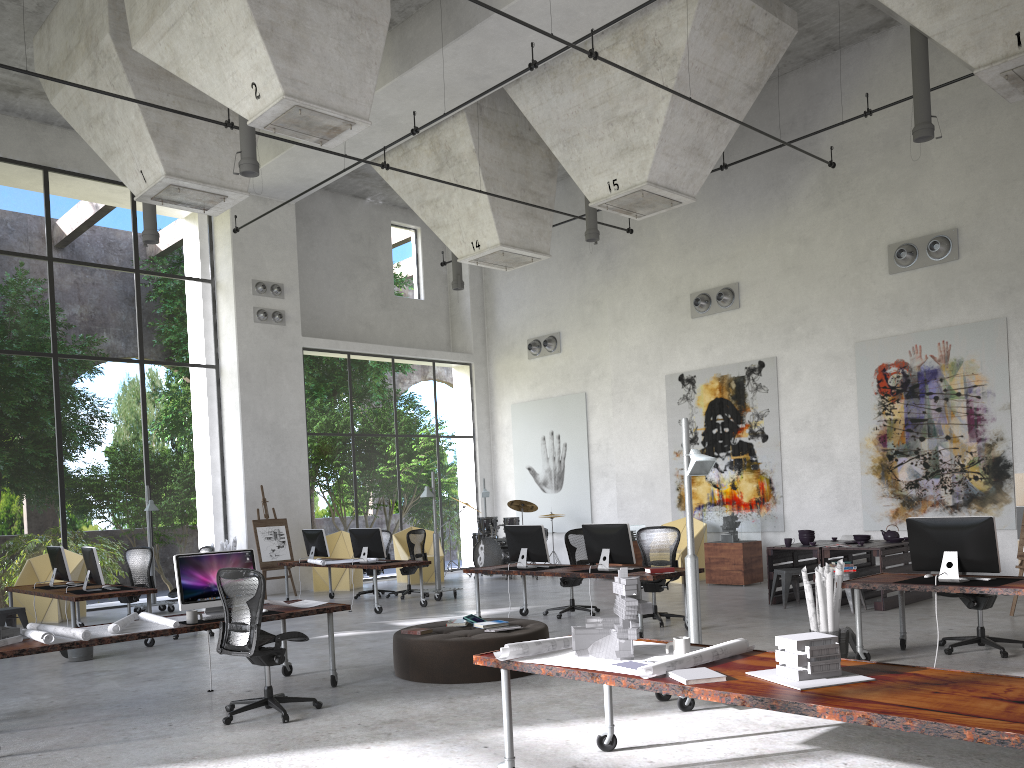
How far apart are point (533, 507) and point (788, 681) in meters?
13.9 m

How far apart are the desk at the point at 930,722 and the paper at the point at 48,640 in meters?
3.1 m

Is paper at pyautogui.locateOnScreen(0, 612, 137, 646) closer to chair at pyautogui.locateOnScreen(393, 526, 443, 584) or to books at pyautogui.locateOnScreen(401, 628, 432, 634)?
books at pyautogui.locateOnScreen(401, 628, 432, 634)

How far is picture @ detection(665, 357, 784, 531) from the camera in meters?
15.2

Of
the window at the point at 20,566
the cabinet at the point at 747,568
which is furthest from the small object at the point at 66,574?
the cabinet at the point at 747,568

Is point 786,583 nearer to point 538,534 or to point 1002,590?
point 538,534

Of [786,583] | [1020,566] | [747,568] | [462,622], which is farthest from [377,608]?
[1020,566]

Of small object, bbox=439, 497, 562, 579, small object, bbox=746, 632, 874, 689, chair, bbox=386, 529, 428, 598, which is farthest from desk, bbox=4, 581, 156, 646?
small object, bbox=746, 632, 874, 689

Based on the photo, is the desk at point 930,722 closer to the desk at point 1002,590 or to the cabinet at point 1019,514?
the desk at point 1002,590

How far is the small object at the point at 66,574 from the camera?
11.6m
